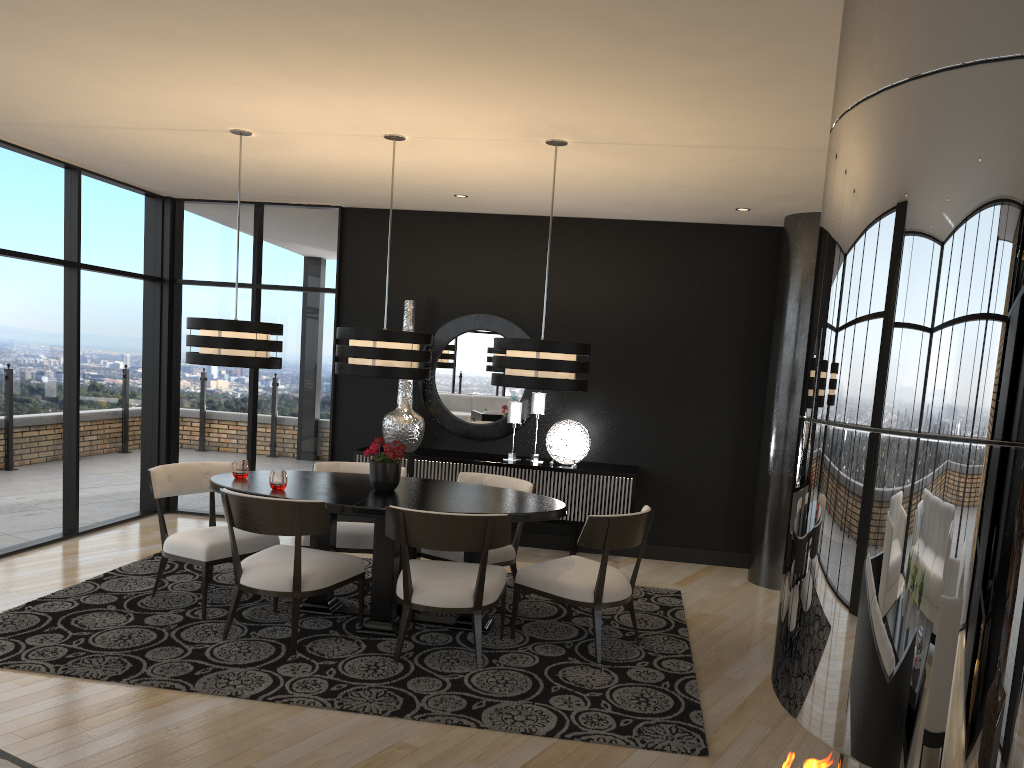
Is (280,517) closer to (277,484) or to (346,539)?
(277,484)

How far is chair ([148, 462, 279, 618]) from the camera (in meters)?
4.86

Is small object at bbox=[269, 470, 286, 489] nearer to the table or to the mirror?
the table

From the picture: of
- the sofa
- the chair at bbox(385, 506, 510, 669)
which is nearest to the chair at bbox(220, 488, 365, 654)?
the chair at bbox(385, 506, 510, 669)

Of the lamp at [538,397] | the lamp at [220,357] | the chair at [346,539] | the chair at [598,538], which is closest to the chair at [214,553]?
the chair at [346,539]

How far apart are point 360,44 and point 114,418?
4.8m

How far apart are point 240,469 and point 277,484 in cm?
43

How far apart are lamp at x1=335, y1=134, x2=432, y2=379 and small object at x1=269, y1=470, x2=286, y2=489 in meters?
0.6 m

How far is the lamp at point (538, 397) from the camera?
7.0 meters

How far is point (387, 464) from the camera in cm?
497
